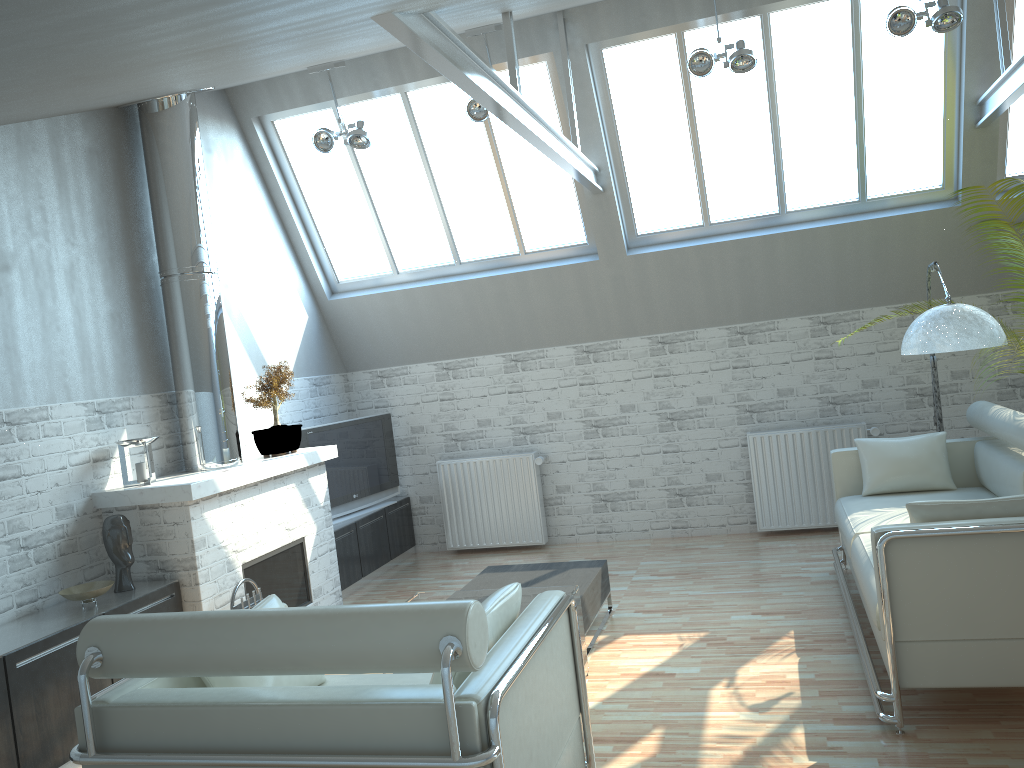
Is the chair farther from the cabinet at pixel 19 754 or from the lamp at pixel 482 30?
the lamp at pixel 482 30

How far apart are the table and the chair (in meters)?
2.02

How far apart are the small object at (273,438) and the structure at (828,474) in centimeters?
676cm

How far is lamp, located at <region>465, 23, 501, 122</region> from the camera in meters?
11.0 m

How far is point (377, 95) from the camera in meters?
12.9 m

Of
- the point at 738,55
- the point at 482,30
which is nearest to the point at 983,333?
the point at 738,55

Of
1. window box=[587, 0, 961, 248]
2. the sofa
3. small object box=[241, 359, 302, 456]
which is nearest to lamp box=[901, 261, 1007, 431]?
the sofa

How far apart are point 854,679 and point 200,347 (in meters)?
8.03

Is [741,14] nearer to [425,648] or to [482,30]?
[482,30]

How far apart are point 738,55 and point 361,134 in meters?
4.9 m
